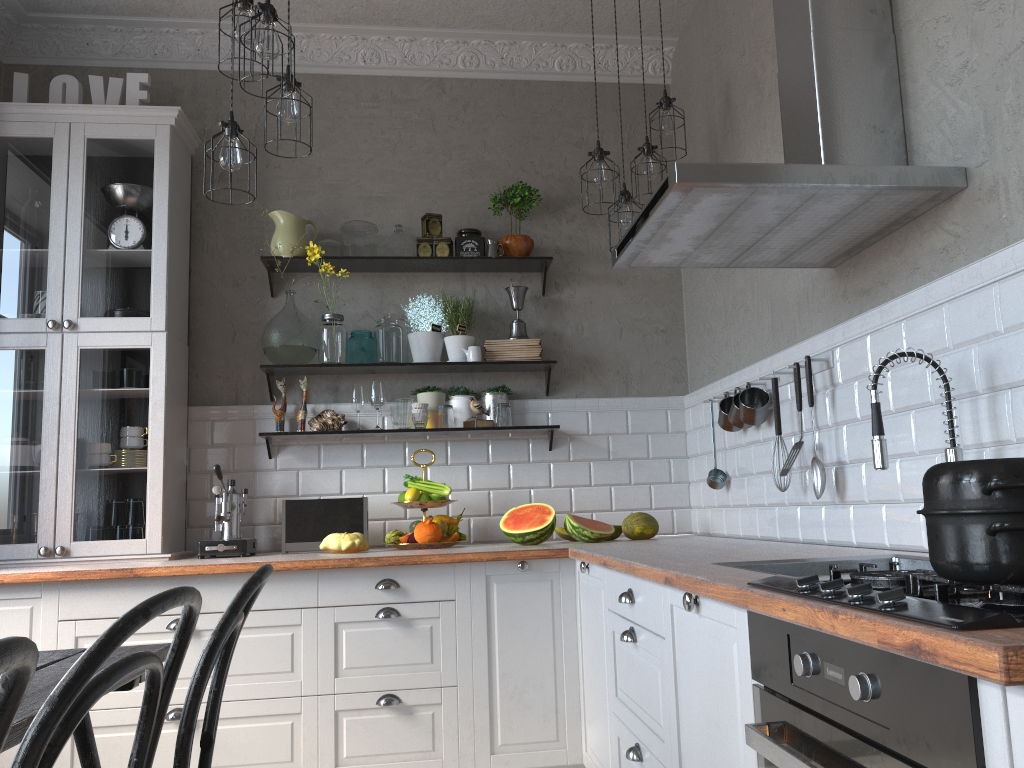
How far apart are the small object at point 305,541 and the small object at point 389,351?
0.6 meters

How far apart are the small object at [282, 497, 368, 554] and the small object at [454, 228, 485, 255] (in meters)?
1.23

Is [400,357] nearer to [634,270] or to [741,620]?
[634,270]

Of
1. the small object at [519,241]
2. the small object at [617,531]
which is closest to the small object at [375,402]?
the small object at [519,241]

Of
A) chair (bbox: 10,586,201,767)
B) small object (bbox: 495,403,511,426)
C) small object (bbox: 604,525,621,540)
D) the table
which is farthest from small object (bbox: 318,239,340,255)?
chair (bbox: 10,586,201,767)

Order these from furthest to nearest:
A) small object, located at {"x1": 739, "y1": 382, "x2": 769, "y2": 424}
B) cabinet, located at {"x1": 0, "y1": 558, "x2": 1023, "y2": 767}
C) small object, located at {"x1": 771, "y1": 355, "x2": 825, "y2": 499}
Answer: small object, located at {"x1": 739, "y1": 382, "x2": 769, "y2": 424}, small object, located at {"x1": 771, "y1": 355, "x2": 825, "y2": 499}, cabinet, located at {"x1": 0, "y1": 558, "x2": 1023, "y2": 767}

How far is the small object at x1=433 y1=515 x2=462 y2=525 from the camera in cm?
381

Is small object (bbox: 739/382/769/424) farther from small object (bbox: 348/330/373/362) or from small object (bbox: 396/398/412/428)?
small object (bbox: 348/330/373/362)

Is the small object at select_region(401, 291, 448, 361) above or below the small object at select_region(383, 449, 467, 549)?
above

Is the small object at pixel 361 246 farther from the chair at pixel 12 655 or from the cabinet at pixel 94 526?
the chair at pixel 12 655
